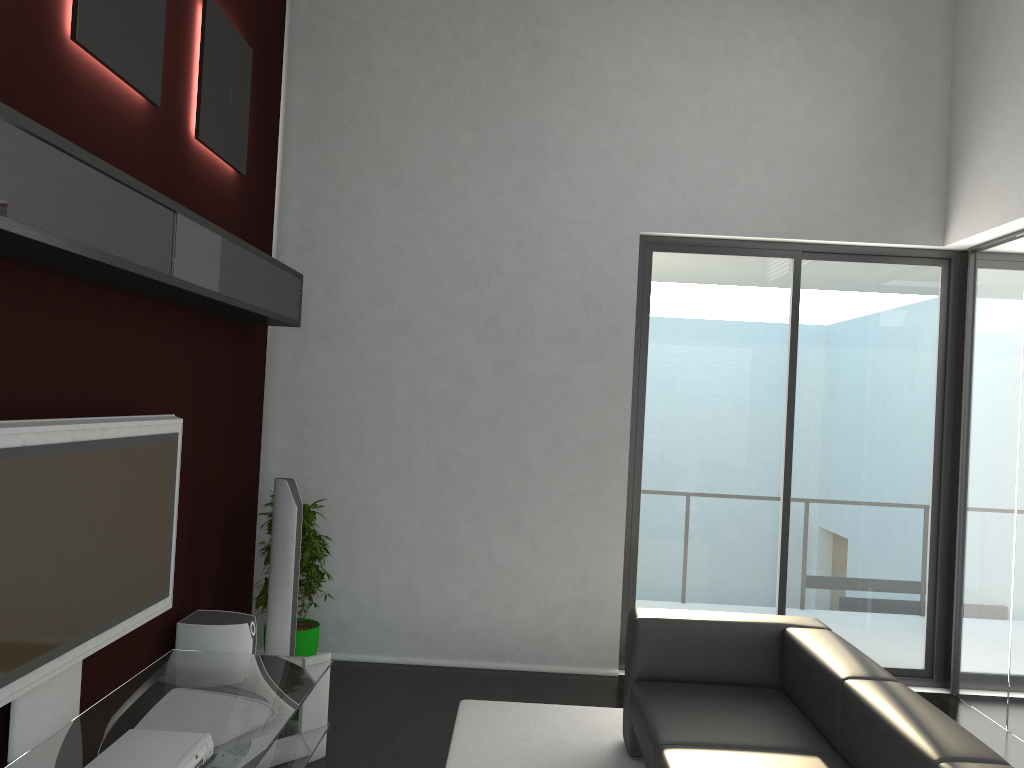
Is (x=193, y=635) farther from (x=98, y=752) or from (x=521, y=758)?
(x=521, y=758)

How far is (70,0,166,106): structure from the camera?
3.0 meters

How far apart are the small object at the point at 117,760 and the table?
0.0 meters

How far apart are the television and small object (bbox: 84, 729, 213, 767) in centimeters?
29cm

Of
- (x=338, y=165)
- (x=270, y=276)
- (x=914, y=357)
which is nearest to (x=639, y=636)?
(x=270, y=276)

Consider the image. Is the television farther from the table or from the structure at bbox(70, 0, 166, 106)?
the structure at bbox(70, 0, 166, 106)

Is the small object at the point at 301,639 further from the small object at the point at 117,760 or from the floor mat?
the small object at the point at 117,760

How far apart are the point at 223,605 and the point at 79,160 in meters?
3.0 m

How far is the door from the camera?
5.5 meters

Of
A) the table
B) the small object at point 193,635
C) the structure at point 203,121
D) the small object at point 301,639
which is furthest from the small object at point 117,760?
the structure at point 203,121
